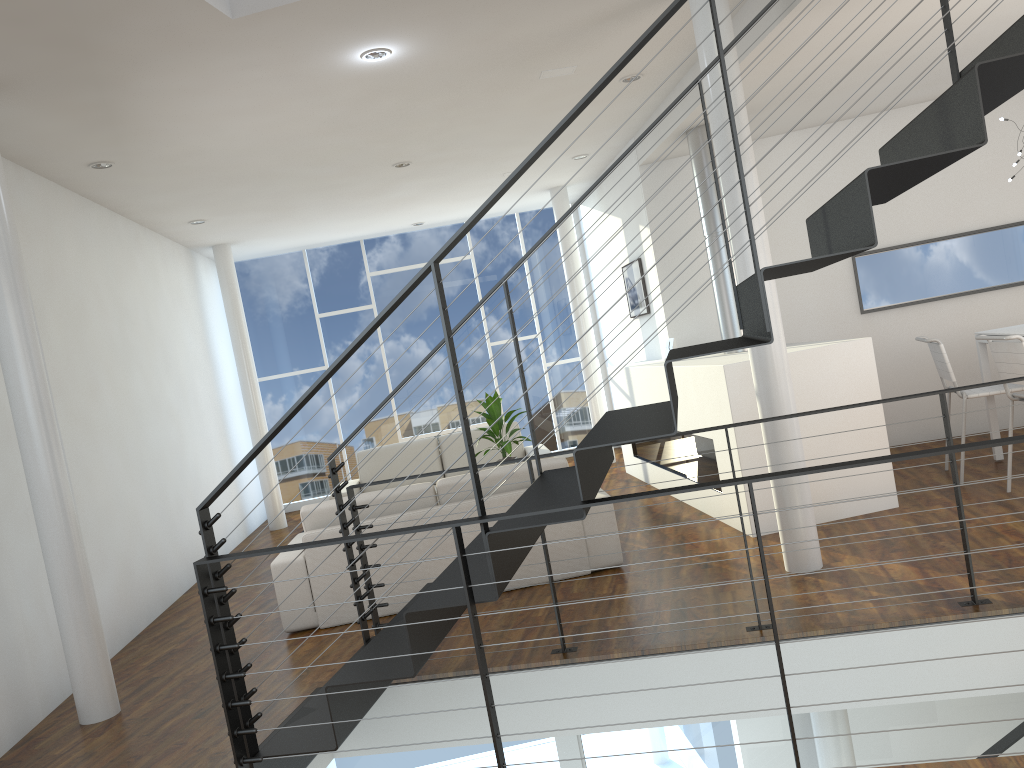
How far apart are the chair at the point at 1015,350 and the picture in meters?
2.8

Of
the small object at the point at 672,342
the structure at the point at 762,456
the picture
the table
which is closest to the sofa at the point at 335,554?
the structure at the point at 762,456

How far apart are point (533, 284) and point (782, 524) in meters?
5.3 m

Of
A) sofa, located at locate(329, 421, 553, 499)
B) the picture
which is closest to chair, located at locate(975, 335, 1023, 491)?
the picture

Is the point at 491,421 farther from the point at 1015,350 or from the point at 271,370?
the point at 271,370

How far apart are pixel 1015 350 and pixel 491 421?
2.8m

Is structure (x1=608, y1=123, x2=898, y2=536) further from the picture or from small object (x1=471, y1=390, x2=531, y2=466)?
small object (x1=471, y1=390, x2=531, y2=466)

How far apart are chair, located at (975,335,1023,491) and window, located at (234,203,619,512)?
4.68m

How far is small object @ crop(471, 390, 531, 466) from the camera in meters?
5.4

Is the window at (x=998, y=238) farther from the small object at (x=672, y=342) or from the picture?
the picture
